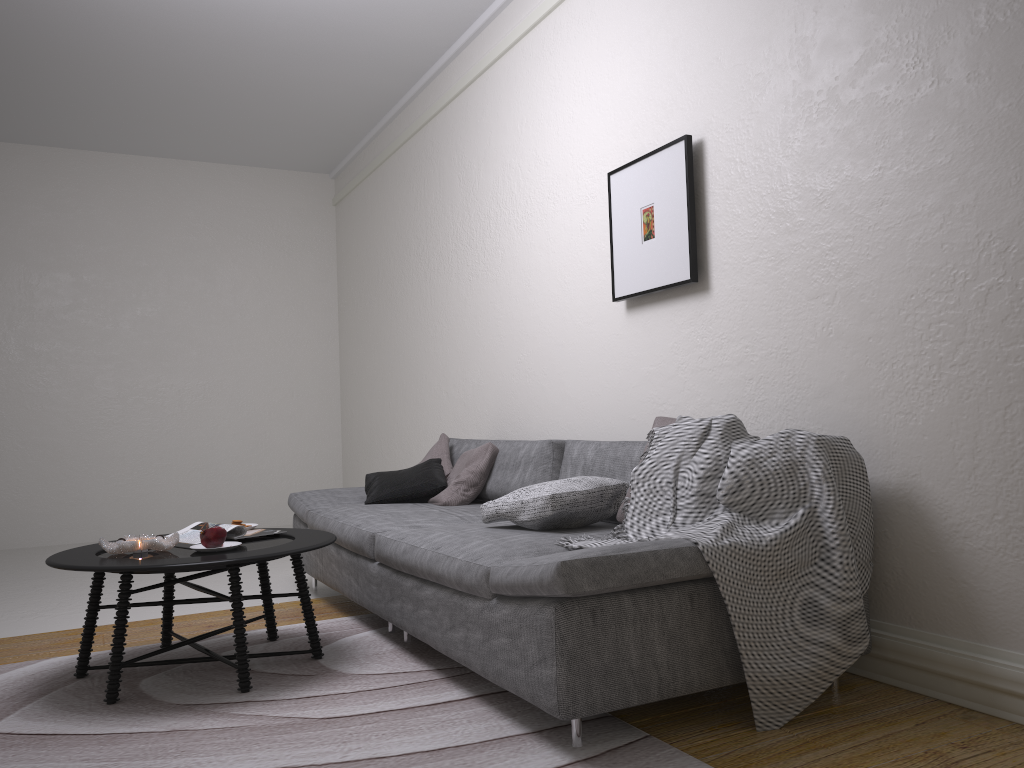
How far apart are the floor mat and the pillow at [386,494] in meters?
0.6 m

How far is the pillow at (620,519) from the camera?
3.0m

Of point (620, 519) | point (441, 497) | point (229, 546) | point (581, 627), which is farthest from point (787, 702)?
point (441, 497)

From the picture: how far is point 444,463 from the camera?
4.7 meters

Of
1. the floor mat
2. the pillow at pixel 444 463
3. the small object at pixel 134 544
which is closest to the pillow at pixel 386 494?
the pillow at pixel 444 463

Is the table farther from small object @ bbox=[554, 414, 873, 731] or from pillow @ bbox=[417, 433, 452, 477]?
pillow @ bbox=[417, 433, 452, 477]

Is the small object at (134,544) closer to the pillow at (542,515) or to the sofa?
the sofa

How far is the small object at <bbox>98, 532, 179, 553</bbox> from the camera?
2.96m

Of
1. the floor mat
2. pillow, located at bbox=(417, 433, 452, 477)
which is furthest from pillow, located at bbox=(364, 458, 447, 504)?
the floor mat

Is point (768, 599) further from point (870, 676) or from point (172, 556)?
point (172, 556)
